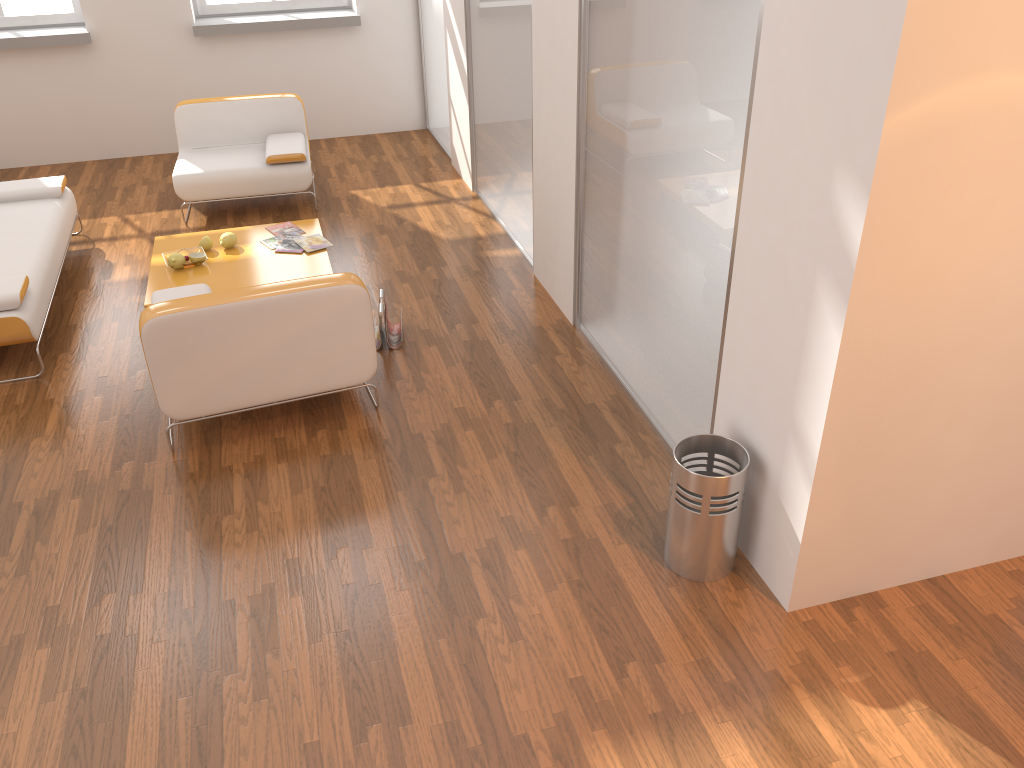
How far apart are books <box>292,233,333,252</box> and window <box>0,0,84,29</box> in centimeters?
352cm

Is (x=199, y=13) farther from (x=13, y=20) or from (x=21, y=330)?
(x=21, y=330)

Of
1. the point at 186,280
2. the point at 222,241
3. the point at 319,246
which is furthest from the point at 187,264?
the point at 319,246

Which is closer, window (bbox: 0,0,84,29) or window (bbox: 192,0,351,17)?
window (bbox: 0,0,84,29)

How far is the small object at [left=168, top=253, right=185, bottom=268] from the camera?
4.97m

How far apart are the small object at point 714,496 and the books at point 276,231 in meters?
3.4 m

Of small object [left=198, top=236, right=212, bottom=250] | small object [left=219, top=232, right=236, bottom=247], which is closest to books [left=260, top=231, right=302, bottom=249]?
small object [left=219, top=232, right=236, bottom=247]

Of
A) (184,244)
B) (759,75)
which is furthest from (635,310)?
(184,244)

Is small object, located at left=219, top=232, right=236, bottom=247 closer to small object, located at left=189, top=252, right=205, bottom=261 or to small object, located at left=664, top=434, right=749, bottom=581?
small object, located at left=189, top=252, right=205, bottom=261

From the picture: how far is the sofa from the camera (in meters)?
4.19
